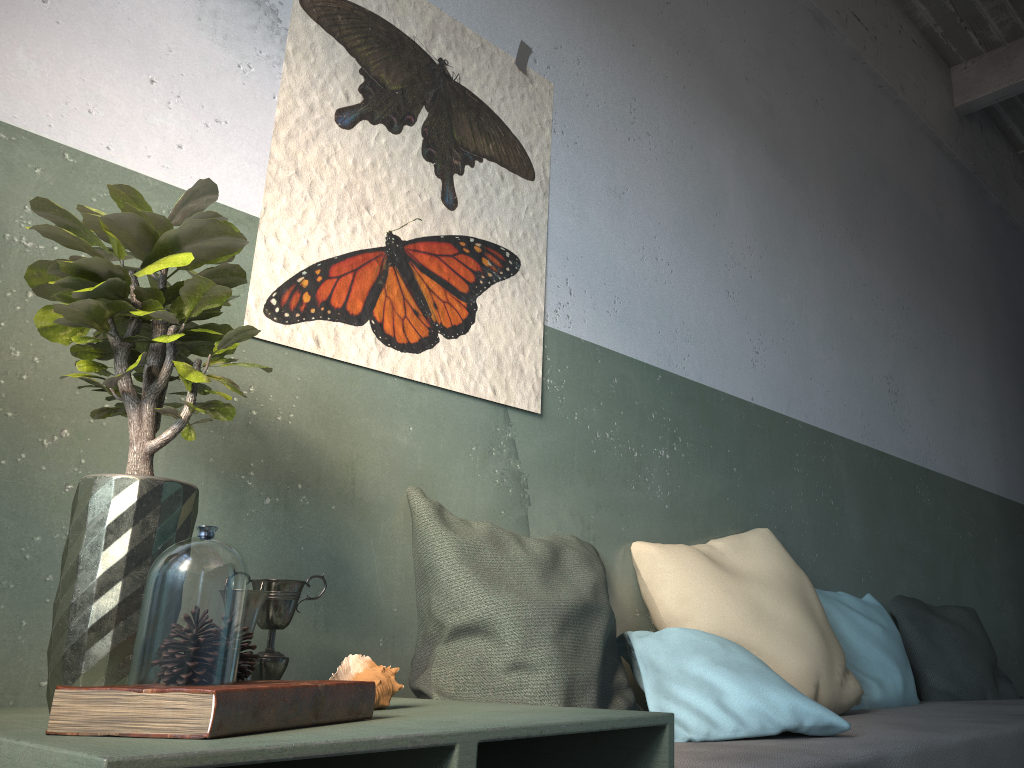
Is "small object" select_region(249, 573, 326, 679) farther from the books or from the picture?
the picture

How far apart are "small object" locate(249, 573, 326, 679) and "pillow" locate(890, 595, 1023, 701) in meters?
2.5 m

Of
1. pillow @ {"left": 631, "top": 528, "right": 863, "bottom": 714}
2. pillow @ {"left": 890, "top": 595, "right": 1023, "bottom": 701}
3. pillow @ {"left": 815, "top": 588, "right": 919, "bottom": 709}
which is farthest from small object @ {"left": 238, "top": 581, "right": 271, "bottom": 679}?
pillow @ {"left": 890, "top": 595, "right": 1023, "bottom": 701}

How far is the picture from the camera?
1.90m

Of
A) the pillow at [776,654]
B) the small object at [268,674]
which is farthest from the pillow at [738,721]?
the small object at [268,674]

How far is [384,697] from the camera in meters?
1.3

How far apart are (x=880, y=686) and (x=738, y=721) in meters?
1.2

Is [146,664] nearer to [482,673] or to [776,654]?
[482,673]

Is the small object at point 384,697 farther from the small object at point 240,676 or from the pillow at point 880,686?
the pillow at point 880,686

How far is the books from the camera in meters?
0.9
